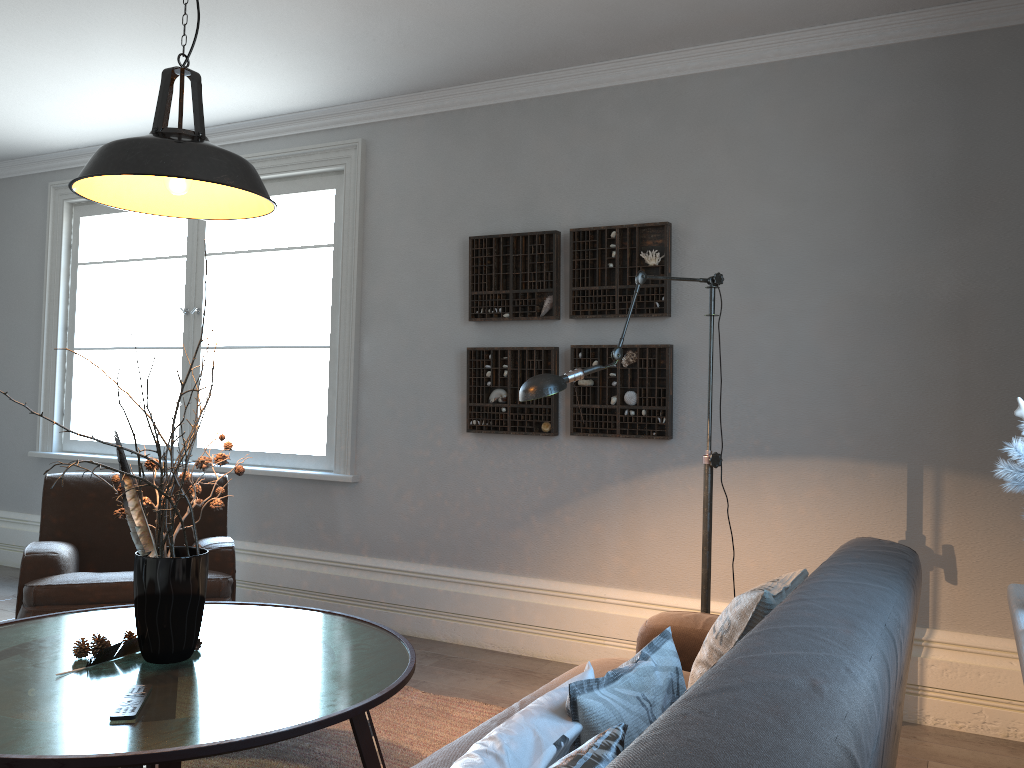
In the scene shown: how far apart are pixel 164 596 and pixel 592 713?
1.29m

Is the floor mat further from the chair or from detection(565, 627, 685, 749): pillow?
detection(565, 627, 685, 749): pillow

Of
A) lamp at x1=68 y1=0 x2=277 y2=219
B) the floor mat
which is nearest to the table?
the floor mat

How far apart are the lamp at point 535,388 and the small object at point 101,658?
1.3m

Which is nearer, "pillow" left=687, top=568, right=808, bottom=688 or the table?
the table

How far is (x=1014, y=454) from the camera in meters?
1.8 m

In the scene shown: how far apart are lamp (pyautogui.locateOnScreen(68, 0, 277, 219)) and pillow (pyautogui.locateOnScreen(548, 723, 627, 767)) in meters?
1.5 m

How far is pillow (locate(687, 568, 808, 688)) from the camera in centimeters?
199cm

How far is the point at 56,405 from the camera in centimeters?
582cm

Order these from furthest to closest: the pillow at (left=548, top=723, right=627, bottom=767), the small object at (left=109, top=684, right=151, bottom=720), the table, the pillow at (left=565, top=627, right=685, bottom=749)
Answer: the small object at (left=109, top=684, right=151, bottom=720) → the table → the pillow at (left=565, top=627, right=685, bottom=749) → the pillow at (left=548, top=723, right=627, bottom=767)
